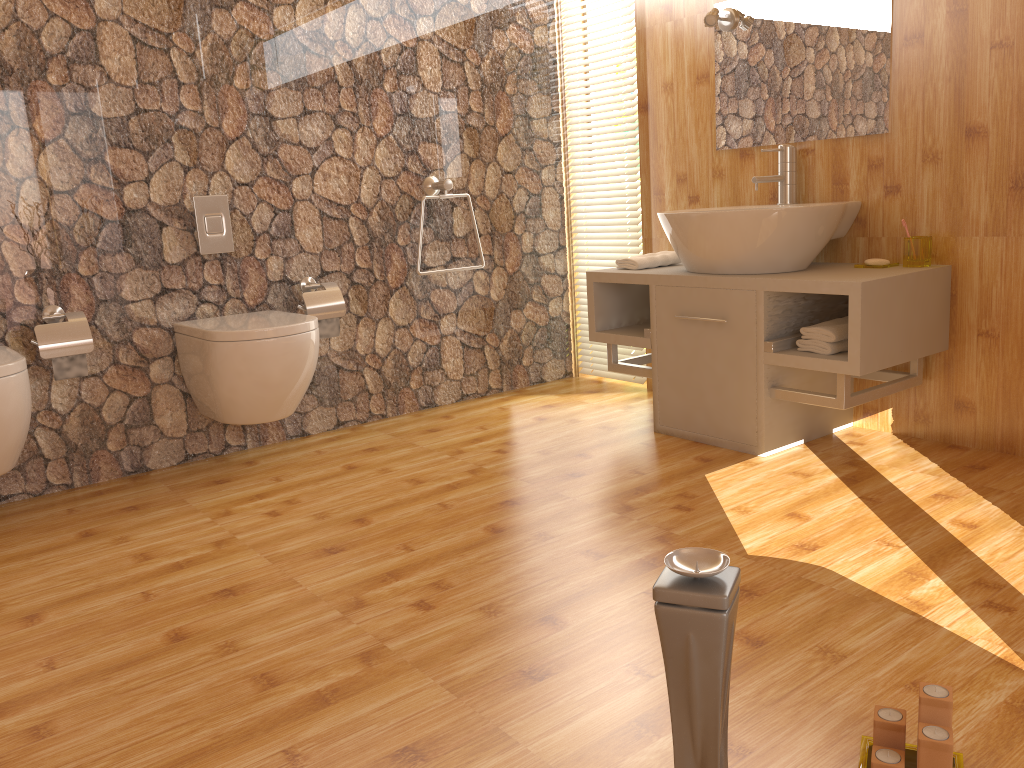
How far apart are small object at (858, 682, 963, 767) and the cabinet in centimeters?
134cm

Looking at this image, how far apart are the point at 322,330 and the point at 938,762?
2.5m

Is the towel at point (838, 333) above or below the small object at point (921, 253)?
below

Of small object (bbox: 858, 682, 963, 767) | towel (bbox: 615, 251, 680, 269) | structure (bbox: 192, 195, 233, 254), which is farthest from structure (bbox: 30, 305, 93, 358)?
small object (bbox: 858, 682, 963, 767)

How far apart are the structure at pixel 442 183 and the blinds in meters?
0.7

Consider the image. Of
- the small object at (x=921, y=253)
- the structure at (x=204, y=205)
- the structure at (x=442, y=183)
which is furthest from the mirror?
the structure at (x=204, y=205)

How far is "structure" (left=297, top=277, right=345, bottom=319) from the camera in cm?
322

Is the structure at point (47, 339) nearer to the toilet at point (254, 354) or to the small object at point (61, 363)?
the small object at point (61, 363)

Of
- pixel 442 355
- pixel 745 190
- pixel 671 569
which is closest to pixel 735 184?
pixel 745 190

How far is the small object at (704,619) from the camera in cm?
90
